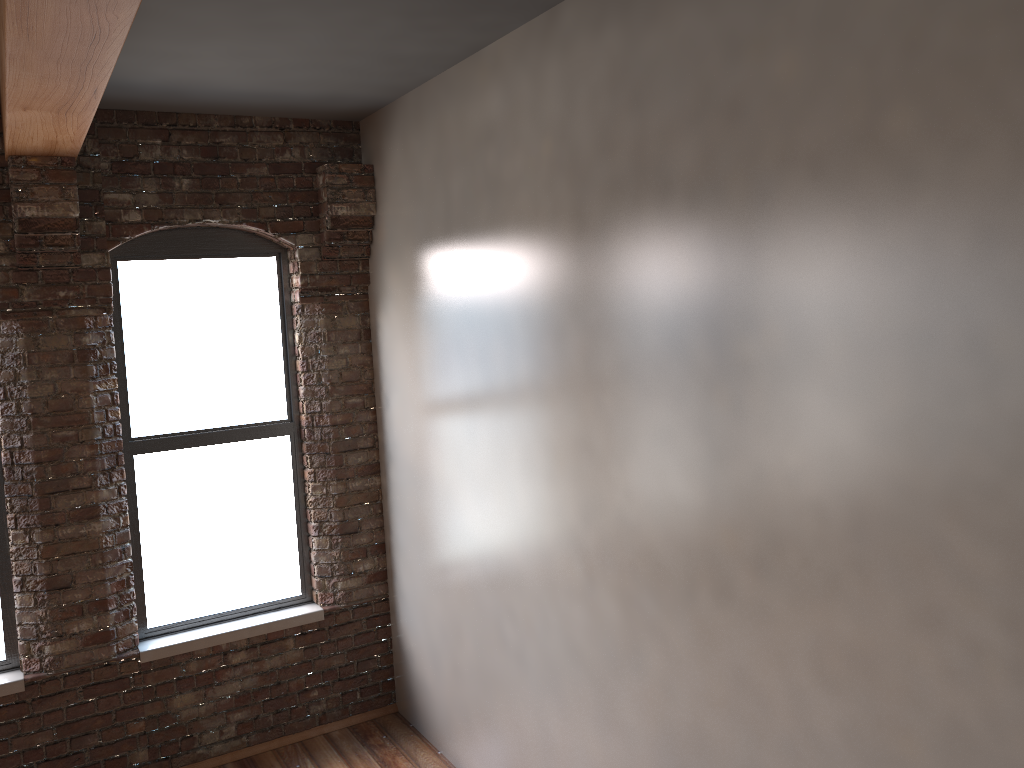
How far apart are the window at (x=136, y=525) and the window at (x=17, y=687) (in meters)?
0.55

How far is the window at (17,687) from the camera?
4.2 meters

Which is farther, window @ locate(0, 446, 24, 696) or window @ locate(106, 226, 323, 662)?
window @ locate(106, 226, 323, 662)

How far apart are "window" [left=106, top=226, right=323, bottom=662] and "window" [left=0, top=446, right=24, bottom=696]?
0.6m

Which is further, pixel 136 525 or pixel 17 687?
pixel 136 525

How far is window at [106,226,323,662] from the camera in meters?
4.6

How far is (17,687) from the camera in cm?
424

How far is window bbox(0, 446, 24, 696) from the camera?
4.24m

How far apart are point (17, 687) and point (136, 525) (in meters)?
0.91
